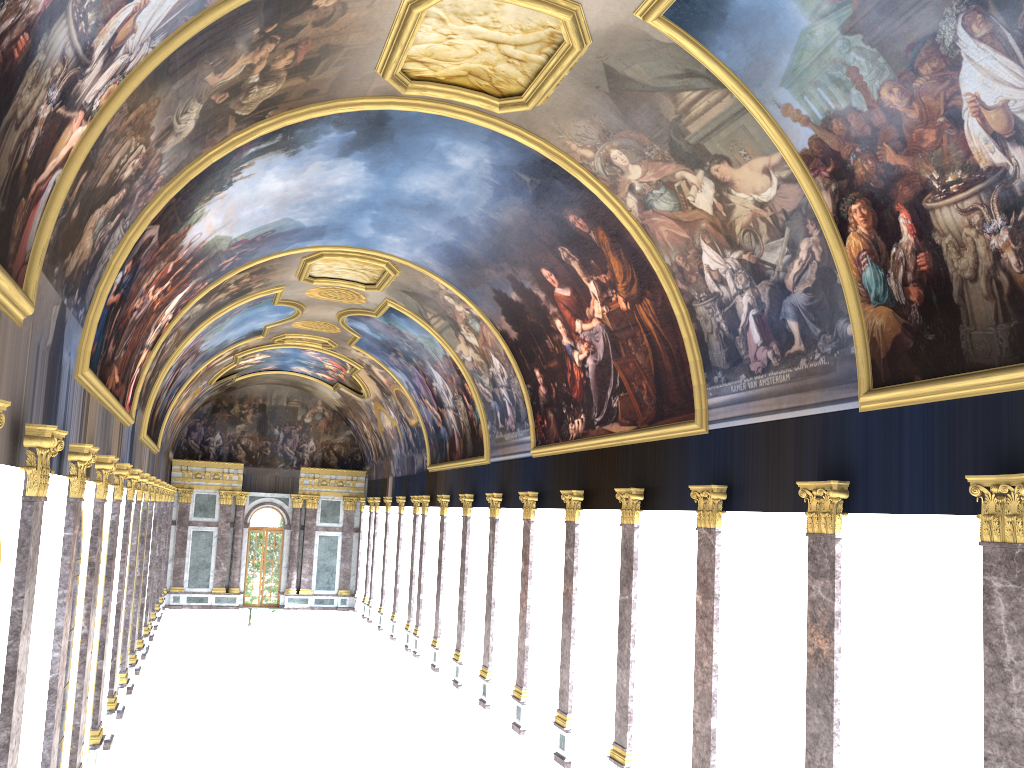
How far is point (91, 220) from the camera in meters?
12.3

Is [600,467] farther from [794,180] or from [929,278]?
[929,278]

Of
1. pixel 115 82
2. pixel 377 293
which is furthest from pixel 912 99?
pixel 377 293
